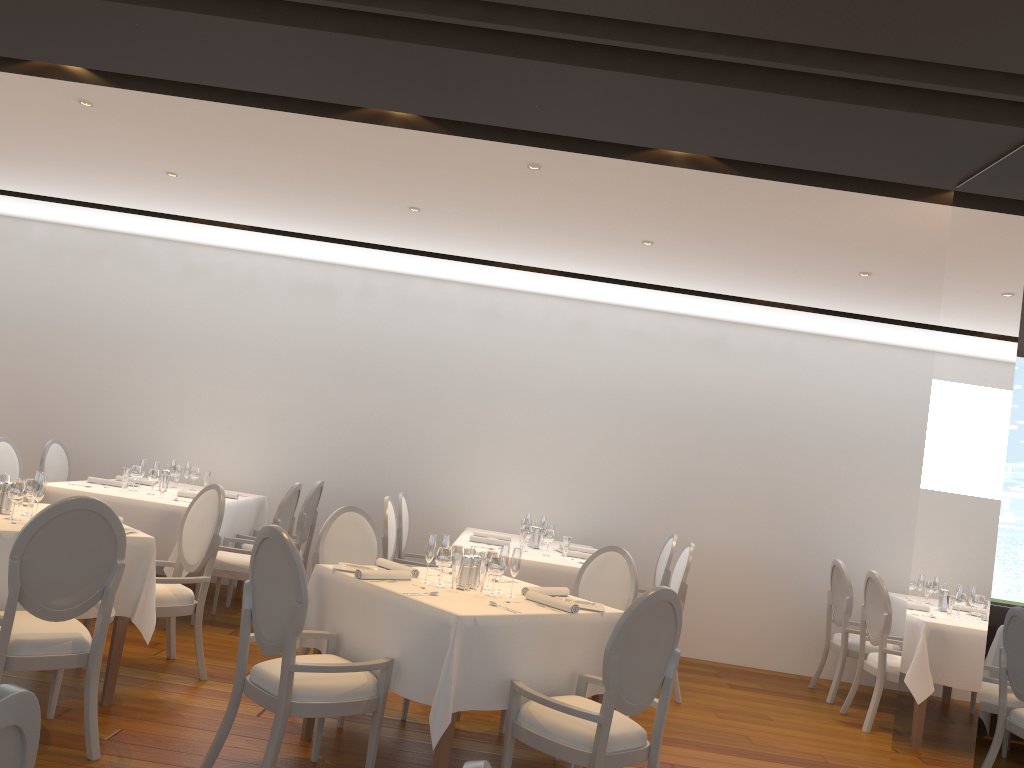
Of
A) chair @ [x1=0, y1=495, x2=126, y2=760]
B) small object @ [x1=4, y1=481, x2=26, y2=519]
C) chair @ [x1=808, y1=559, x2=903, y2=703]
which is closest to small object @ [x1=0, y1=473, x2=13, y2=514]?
small object @ [x1=4, y1=481, x2=26, y2=519]

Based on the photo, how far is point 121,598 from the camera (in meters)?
4.39

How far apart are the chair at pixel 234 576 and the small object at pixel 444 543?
2.33m

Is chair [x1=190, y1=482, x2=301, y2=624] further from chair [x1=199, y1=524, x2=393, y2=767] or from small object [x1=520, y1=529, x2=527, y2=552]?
chair [x1=199, y1=524, x2=393, y2=767]

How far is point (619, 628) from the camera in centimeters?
343cm

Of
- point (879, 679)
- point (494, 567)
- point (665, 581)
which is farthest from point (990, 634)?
point (665, 581)

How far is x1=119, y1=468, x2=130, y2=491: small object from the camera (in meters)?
6.44

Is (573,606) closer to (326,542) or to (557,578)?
(326,542)

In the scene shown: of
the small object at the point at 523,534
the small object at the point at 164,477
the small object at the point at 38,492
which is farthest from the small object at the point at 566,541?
the small object at the point at 38,492

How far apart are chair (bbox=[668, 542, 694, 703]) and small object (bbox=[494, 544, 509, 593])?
2.31m
